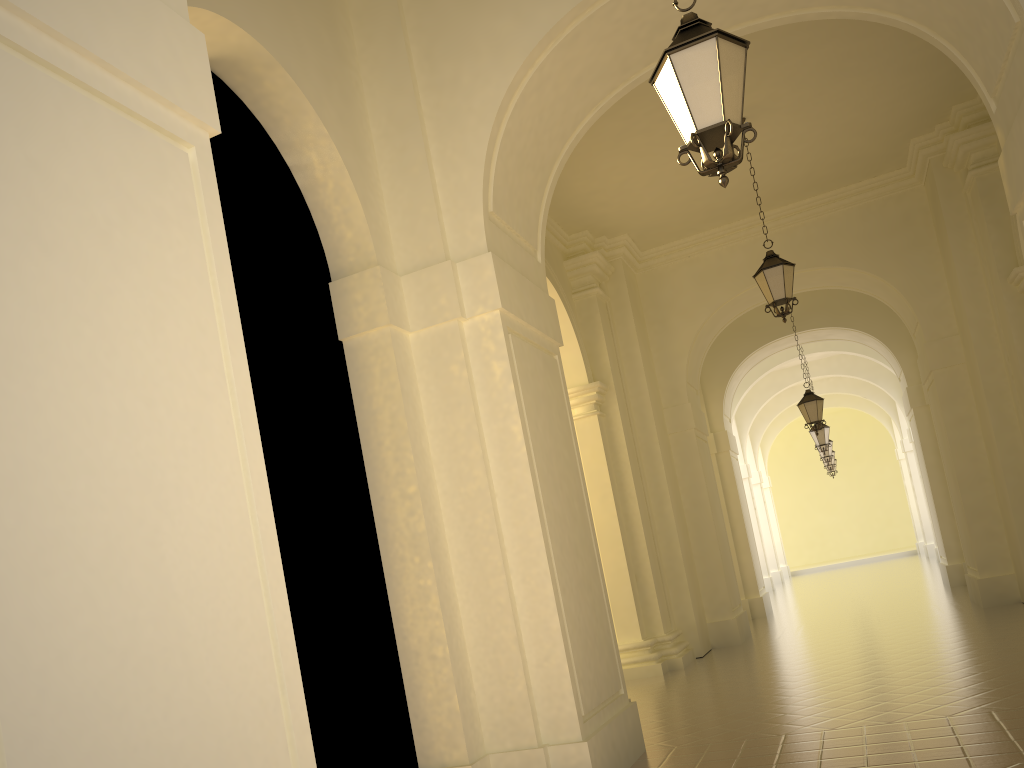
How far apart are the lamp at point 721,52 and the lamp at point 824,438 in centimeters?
1769cm

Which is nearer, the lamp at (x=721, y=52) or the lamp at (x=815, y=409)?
the lamp at (x=721, y=52)

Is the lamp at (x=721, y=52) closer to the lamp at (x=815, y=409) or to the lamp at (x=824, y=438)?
the lamp at (x=815, y=409)

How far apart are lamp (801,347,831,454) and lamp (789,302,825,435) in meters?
4.9

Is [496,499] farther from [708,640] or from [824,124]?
[708,640]

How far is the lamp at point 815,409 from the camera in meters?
16.3

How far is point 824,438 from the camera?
21.0m

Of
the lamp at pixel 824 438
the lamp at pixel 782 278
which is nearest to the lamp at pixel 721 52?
the lamp at pixel 782 278

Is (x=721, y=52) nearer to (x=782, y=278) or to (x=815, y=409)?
(x=782, y=278)

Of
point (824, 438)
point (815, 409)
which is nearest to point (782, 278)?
point (815, 409)
